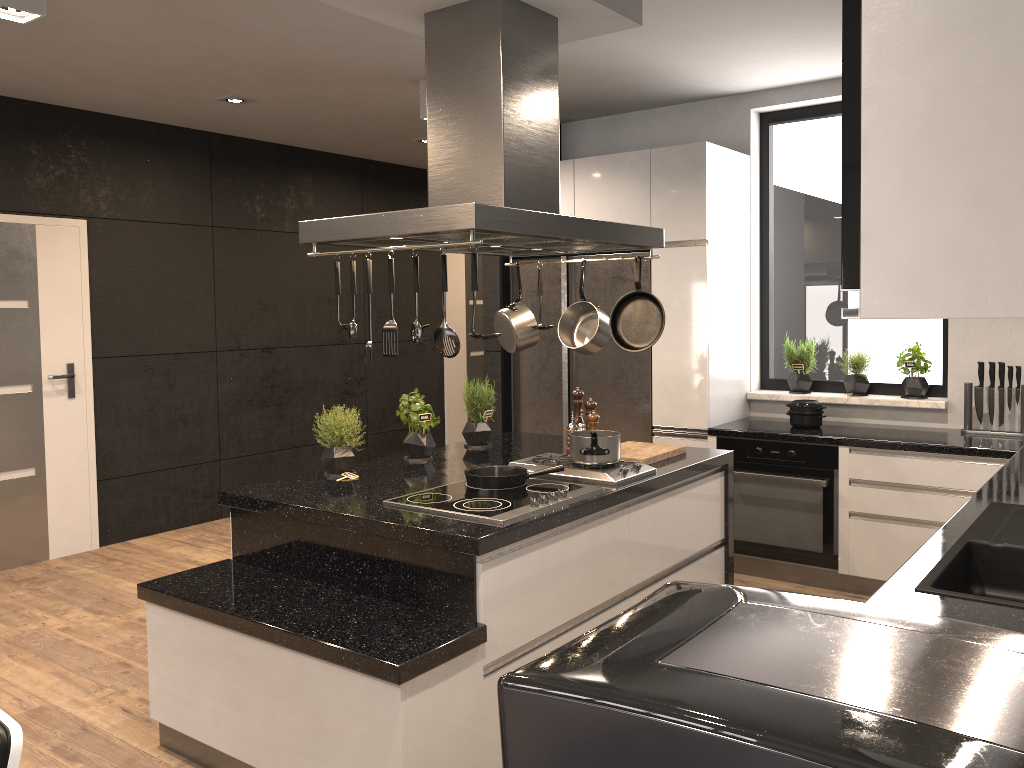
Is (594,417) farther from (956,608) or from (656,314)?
(956,608)

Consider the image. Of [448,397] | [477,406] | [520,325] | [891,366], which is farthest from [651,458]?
[448,397]

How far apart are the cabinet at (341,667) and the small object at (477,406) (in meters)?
0.05

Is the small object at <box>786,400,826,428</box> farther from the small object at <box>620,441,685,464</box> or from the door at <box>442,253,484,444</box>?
the door at <box>442,253,484,444</box>

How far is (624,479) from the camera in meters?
3.3 m

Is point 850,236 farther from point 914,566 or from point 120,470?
point 120,470

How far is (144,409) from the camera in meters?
5.8

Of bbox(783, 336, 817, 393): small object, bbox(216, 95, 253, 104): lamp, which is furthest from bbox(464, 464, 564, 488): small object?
bbox(216, 95, 253, 104): lamp

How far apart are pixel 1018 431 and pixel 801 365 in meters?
1.2 m

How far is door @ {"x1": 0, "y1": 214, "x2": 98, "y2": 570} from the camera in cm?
514
